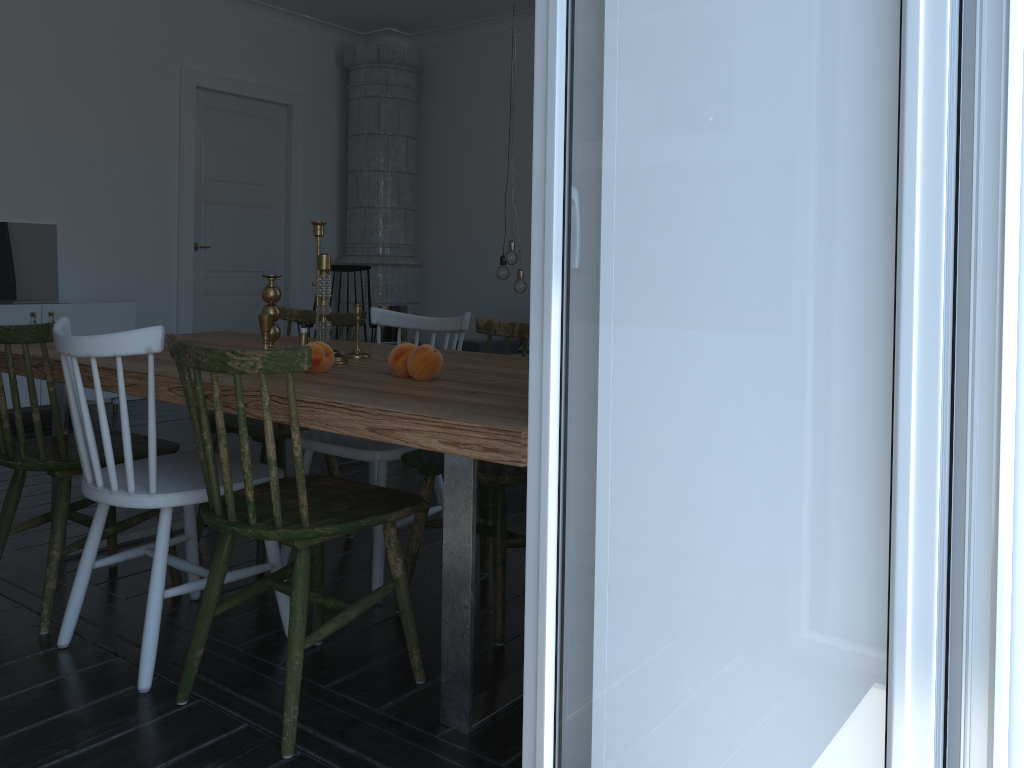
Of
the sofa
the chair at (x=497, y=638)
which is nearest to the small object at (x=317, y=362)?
the chair at (x=497, y=638)

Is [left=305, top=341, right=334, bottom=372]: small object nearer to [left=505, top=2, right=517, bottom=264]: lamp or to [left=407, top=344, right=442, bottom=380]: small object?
[left=407, top=344, right=442, bottom=380]: small object

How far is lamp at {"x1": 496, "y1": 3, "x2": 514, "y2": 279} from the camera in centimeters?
474cm

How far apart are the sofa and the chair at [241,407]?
3.9 meters

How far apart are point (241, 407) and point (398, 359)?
0.47m

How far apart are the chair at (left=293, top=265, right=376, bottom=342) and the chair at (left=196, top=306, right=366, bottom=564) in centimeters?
316cm

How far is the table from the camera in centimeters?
157cm

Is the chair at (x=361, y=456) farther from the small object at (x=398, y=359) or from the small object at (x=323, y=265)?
the small object at (x=398, y=359)

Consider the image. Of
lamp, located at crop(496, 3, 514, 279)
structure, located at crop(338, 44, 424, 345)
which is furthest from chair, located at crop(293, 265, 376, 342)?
lamp, located at crop(496, 3, 514, 279)

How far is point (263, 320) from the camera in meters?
2.4
